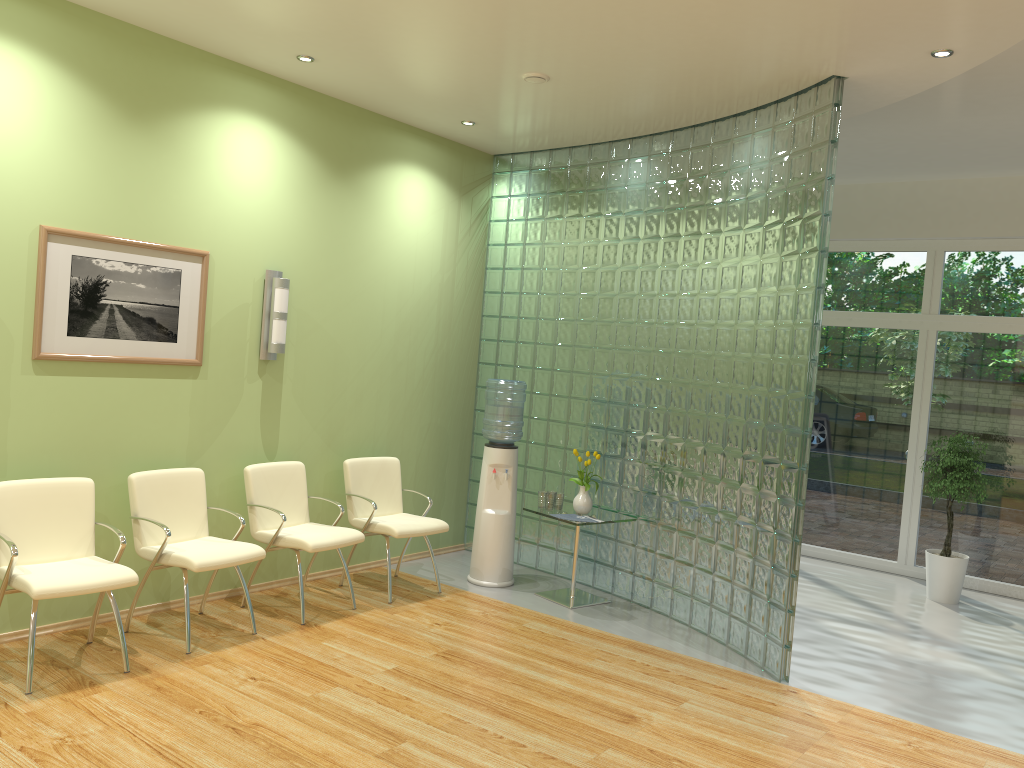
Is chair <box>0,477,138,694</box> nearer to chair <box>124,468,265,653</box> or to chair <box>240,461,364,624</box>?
chair <box>124,468,265,653</box>

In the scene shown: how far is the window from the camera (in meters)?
7.49

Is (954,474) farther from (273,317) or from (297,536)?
(273,317)

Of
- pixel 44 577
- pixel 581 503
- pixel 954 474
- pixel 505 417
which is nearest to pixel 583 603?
pixel 581 503

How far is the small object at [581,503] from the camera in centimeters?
623cm

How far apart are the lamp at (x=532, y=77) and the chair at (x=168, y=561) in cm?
304

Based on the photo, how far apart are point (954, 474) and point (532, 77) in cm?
456

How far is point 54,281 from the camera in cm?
467

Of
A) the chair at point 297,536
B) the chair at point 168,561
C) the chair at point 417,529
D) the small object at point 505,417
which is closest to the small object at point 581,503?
the small object at point 505,417

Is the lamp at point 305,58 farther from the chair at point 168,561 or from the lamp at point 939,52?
the lamp at point 939,52
